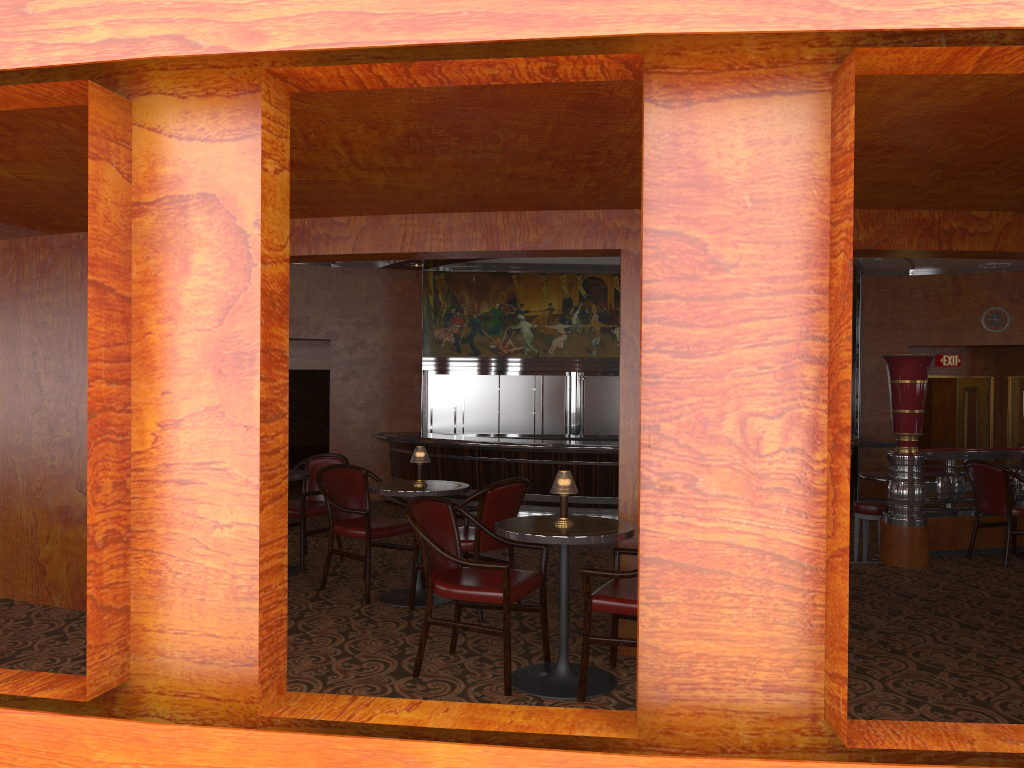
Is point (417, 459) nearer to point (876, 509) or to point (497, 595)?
point (497, 595)

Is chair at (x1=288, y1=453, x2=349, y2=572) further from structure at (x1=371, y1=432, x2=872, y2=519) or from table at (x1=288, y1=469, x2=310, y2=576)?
structure at (x1=371, y1=432, x2=872, y2=519)

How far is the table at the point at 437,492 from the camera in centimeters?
536cm

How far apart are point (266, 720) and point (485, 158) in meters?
2.2

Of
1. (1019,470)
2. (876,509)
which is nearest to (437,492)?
(876,509)

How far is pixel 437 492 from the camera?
5.4m

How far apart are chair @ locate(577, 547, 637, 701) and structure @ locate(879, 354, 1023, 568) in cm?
346

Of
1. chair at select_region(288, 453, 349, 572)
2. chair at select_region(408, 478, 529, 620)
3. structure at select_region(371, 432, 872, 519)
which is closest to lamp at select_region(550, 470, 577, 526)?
chair at select_region(408, 478, 529, 620)

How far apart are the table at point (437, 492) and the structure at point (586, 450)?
5.3m

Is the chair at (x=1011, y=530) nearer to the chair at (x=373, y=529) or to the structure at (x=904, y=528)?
the structure at (x=904, y=528)
